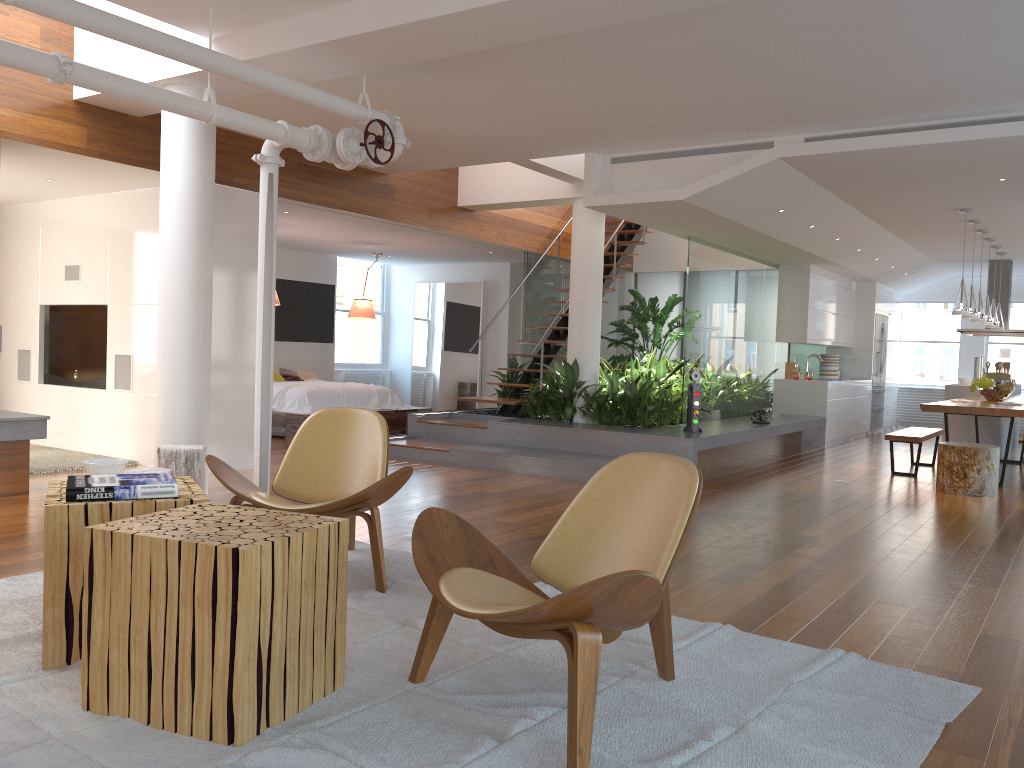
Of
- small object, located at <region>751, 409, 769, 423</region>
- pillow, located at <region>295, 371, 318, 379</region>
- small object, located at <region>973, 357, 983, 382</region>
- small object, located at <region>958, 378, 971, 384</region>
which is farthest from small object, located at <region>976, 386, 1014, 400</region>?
pillow, located at <region>295, 371, 318, 379</region>

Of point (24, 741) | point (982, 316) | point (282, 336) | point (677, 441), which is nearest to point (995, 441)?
point (982, 316)

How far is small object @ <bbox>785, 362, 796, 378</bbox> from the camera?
11.66m

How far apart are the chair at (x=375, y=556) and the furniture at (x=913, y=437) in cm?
577

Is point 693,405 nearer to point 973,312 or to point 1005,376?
point 973,312

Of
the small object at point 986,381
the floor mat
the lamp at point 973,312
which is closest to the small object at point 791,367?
the small object at point 986,381

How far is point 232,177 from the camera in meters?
7.0 m

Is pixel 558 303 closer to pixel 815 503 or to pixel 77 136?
pixel 815 503

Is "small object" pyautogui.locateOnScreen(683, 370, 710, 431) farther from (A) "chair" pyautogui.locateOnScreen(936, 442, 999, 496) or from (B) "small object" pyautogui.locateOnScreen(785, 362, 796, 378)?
(B) "small object" pyautogui.locateOnScreen(785, 362, 796, 378)

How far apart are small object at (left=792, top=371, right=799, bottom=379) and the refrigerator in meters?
2.5
